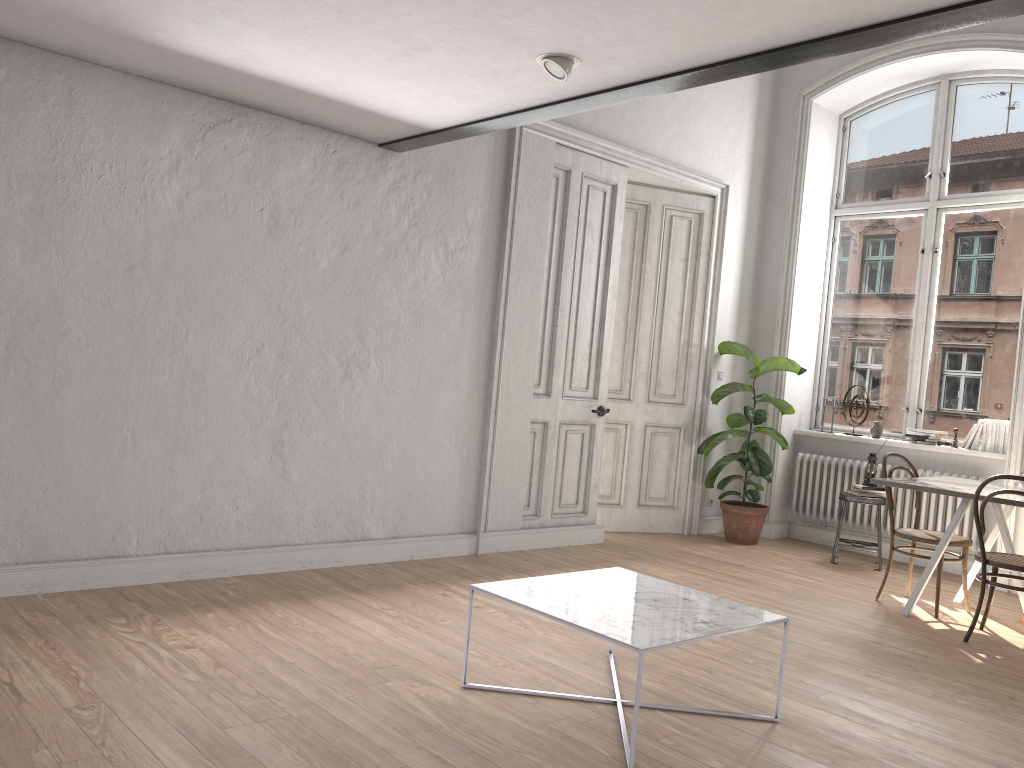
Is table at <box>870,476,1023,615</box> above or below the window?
below

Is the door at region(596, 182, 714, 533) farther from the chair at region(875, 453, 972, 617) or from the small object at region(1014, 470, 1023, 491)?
the small object at region(1014, 470, 1023, 491)

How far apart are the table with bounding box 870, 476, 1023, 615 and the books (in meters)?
1.20

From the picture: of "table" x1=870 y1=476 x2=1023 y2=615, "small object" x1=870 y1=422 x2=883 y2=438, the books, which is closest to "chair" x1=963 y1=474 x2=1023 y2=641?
"table" x1=870 y1=476 x2=1023 y2=615

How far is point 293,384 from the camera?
4.9m

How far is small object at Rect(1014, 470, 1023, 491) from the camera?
5.0 meters

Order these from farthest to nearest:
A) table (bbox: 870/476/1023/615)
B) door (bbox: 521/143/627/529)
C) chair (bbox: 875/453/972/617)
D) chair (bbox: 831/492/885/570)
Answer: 1. chair (bbox: 831/492/885/570)
2. door (bbox: 521/143/627/529)
3. chair (bbox: 875/453/972/617)
4. table (bbox: 870/476/1023/615)

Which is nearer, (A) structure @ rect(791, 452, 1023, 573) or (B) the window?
(A) structure @ rect(791, 452, 1023, 573)

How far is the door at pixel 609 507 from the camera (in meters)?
7.15

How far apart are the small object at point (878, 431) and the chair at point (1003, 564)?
2.4 meters
